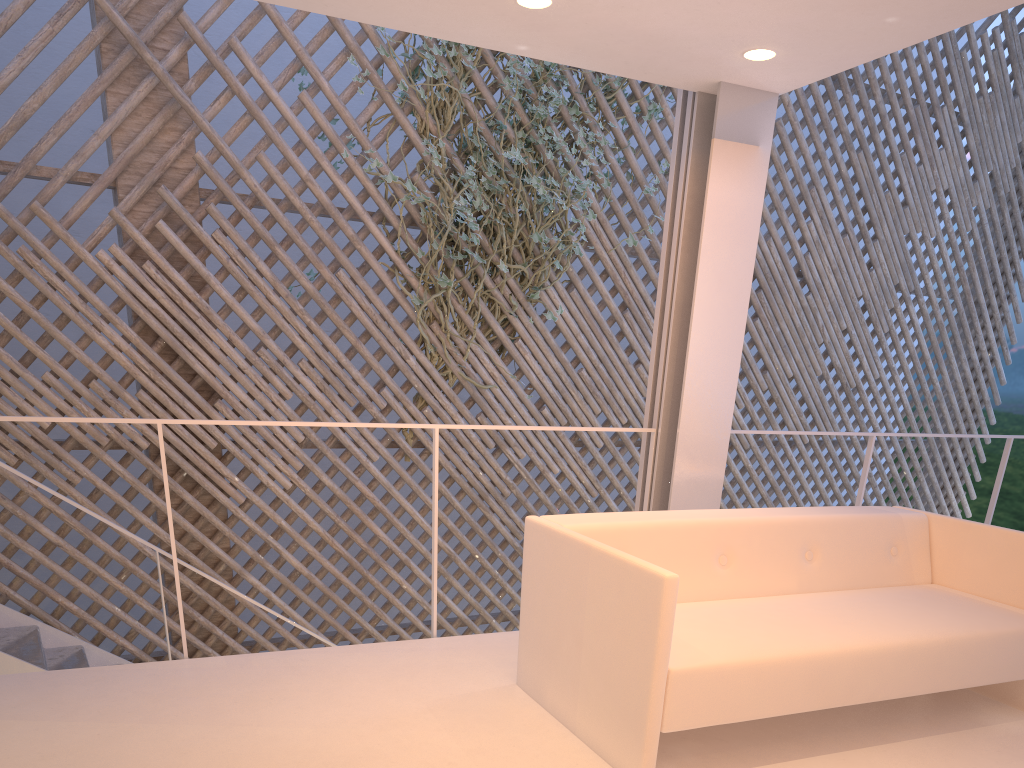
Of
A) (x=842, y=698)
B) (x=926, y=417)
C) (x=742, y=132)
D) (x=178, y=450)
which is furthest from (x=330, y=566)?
(x=926, y=417)

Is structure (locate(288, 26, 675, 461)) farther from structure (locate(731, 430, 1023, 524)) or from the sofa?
the sofa

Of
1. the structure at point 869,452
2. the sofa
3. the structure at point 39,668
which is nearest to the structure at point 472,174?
the structure at point 39,668

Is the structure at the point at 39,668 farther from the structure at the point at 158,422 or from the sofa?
the sofa

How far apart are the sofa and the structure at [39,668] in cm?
150

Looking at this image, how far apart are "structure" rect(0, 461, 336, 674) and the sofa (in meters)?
1.50

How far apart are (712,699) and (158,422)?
1.17m

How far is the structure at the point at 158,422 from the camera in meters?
1.7

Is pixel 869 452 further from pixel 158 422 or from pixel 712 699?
pixel 158 422

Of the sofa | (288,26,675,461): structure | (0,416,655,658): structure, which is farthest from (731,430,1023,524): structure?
(288,26,675,461): structure
